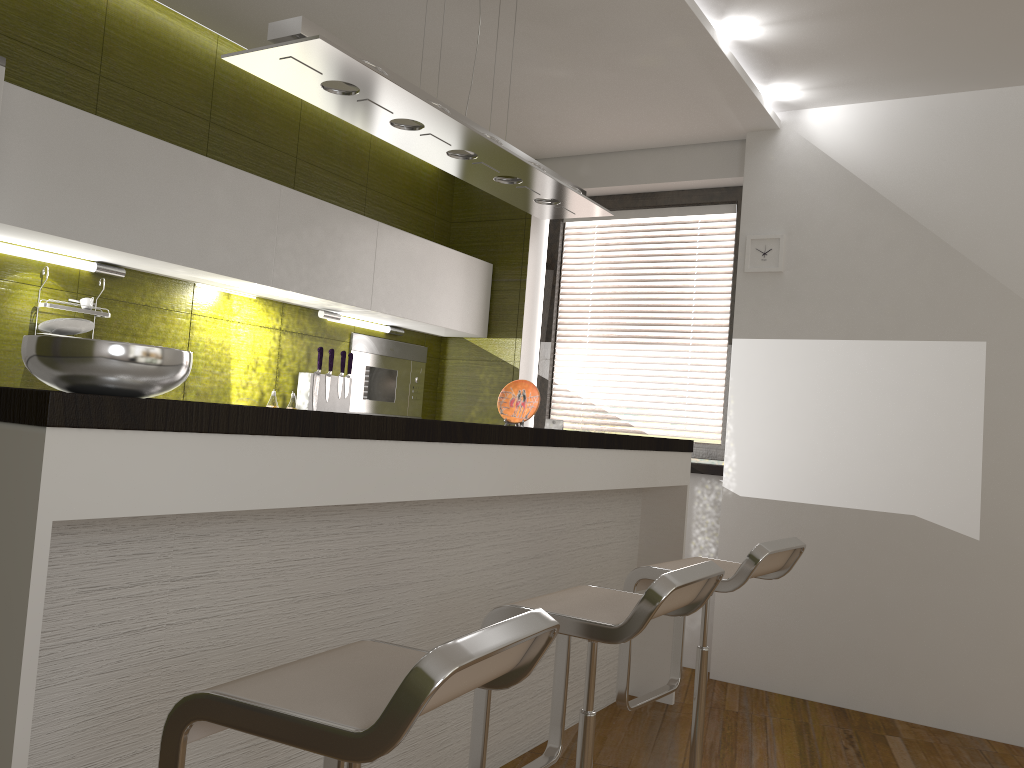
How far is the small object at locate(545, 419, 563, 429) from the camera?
4.9 meters

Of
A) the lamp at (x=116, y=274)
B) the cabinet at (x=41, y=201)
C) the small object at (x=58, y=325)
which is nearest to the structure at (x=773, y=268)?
the cabinet at (x=41, y=201)

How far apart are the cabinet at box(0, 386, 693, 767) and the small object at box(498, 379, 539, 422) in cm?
37

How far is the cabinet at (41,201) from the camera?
2.8m

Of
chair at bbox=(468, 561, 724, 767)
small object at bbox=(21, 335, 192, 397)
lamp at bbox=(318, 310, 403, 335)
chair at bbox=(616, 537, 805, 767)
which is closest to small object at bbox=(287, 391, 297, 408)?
lamp at bbox=(318, 310, 403, 335)

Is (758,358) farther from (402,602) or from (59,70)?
(59,70)

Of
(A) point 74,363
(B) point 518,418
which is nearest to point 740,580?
(B) point 518,418

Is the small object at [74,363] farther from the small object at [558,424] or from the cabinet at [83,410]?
the small object at [558,424]

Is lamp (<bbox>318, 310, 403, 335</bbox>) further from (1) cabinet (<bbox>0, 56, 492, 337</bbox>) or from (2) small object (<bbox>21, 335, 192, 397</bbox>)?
(2) small object (<bbox>21, 335, 192, 397</bbox>)

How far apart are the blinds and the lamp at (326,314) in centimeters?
92cm
